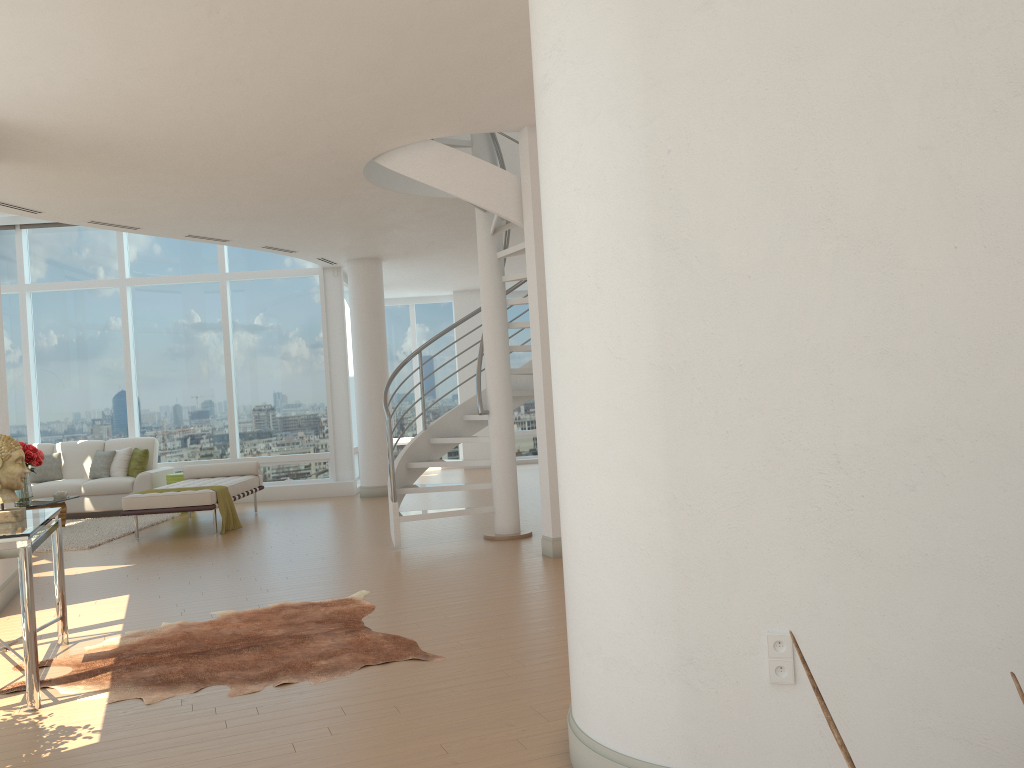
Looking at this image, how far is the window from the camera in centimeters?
1314cm

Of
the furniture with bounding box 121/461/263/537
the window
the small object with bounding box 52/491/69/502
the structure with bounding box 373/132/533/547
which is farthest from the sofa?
the structure with bounding box 373/132/533/547

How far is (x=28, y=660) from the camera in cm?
392

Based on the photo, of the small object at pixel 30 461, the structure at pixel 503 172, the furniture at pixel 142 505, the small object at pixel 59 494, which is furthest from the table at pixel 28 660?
the small object at pixel 59 494

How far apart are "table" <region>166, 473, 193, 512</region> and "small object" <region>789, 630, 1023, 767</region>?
11.9m

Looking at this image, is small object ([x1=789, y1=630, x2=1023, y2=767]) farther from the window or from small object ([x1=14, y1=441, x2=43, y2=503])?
the window

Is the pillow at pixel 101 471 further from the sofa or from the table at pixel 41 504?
the table at pixel 41 504

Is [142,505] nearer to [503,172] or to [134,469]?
[134,469]

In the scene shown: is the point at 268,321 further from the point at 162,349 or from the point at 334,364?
the point at 162,349

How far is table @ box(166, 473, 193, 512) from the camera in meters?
11.9
